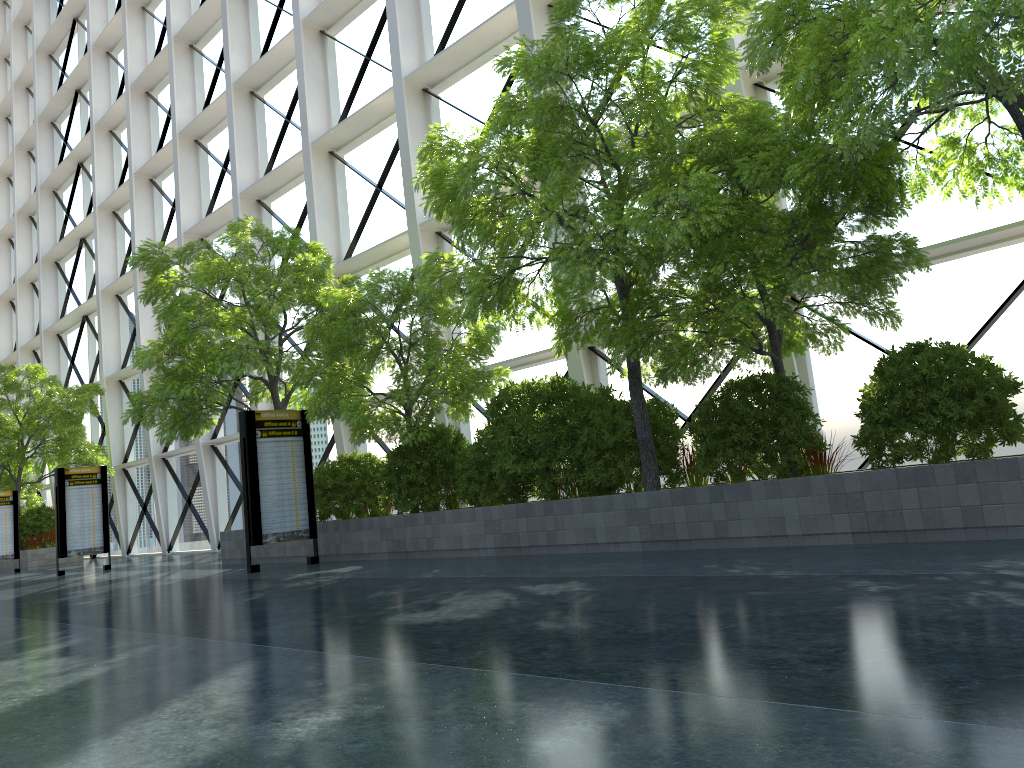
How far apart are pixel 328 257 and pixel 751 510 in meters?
10.9 m

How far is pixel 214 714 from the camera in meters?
3.7
